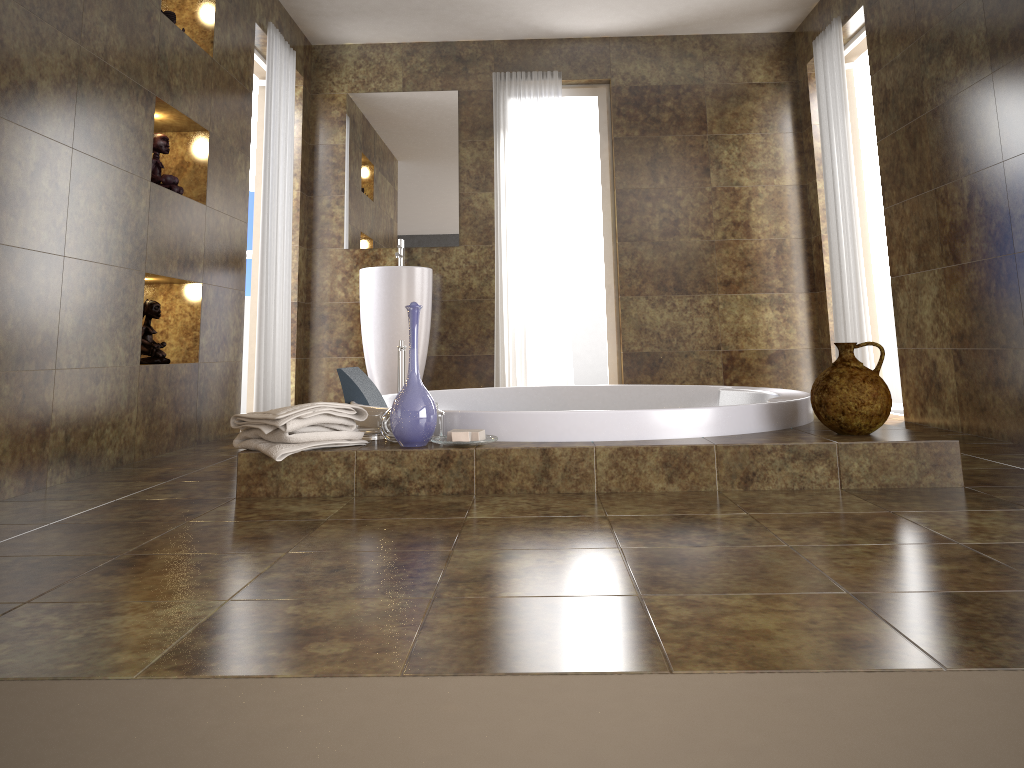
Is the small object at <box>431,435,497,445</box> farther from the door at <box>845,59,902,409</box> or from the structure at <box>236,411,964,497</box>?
the door at <box>845,59,902,409</box>

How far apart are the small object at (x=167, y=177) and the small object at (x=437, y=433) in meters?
1.7

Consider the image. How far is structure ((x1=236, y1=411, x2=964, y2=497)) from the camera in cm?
246

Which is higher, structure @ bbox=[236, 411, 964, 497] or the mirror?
the mirror

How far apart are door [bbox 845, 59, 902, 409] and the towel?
3.8 meters

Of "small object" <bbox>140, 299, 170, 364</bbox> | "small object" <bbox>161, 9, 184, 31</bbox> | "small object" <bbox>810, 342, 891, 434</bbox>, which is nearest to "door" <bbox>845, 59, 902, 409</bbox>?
"small object" <bbox>810, 342, 891, 434</bbox>

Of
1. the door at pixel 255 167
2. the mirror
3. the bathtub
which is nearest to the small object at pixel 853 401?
the bathtub

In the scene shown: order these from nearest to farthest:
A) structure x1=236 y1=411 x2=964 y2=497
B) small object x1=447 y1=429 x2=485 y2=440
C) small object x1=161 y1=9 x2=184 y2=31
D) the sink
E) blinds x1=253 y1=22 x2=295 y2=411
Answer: structure x1=236 y1=411 x2=964 y2=497 < small object x1=447 y1=429 x2=485 y2=440 < small object x1=161 y1=9 x2=184 y2=31 < blinds x1=253 y1=22 x2=295 y2=411 < the sink

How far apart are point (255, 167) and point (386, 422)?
3.39m

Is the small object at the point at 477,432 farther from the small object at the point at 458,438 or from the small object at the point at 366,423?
the small object at the point at 366,423
